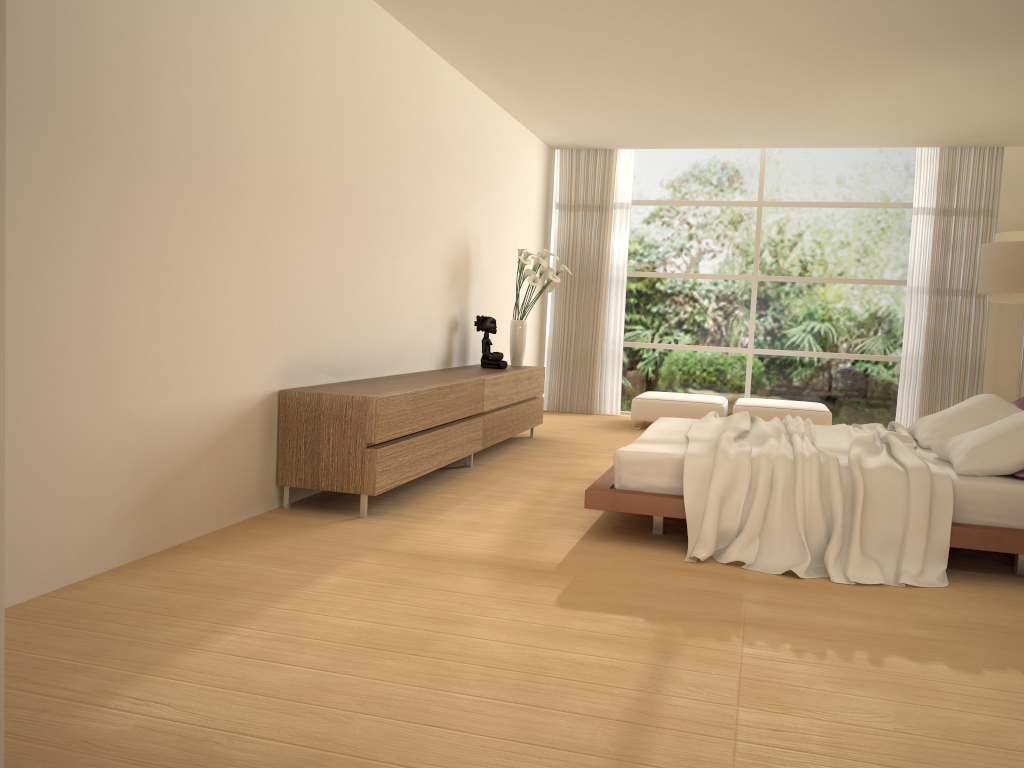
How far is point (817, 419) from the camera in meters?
8.8

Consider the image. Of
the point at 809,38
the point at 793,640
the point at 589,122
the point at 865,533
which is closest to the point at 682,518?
the point at 865,533

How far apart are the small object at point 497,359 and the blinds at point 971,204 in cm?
477

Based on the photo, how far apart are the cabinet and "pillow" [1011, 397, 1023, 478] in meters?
3.1 m

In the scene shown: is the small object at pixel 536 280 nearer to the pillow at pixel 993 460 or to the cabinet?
the cabinet

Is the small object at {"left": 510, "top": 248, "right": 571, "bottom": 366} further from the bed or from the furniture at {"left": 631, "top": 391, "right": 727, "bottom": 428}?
the bed

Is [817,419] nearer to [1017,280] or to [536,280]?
[1017,280]

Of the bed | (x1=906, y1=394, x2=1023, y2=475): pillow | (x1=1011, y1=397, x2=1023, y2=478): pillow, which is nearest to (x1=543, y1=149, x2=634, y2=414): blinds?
the bed

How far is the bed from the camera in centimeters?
407cm

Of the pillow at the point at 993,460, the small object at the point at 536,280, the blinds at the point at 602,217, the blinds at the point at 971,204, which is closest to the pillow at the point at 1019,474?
the pillow at the point at 993,460
